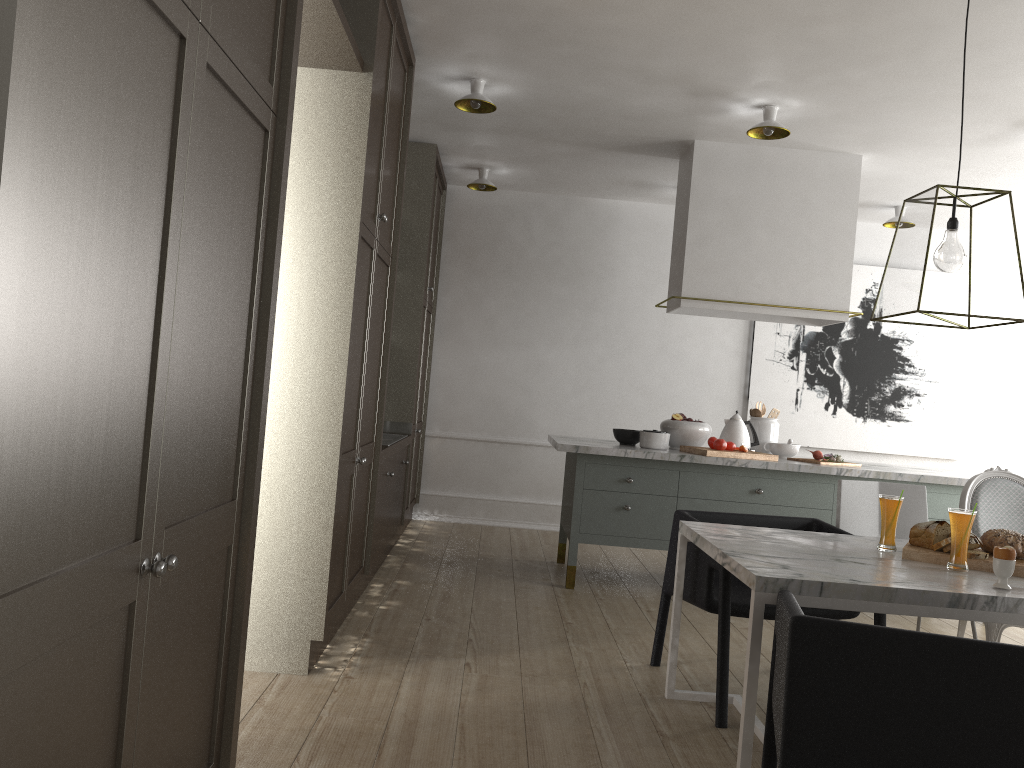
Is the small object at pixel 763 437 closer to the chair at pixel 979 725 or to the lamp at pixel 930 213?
the lamp at pixel 930 213

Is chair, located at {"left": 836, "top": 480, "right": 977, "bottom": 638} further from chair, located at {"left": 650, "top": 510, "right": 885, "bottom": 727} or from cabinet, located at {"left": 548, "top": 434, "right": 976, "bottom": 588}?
cabinet, located at {"left": 548, "top": 434, "right": 976, "bottom": 588}

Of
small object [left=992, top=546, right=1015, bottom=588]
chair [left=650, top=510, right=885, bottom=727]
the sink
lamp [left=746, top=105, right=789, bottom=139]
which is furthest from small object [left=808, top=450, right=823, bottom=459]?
small object [left=992, top=546, right=1015, bottom=588]

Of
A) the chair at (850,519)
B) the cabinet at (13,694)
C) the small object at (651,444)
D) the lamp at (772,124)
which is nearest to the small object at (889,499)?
the chair at (850,519)

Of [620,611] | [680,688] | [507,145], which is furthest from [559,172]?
[680,688]

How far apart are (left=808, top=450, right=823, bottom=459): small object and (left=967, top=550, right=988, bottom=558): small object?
2.3m

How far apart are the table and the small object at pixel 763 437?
2.05m

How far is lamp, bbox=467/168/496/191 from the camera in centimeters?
566cm

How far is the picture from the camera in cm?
627

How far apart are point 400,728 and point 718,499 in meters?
2.4
